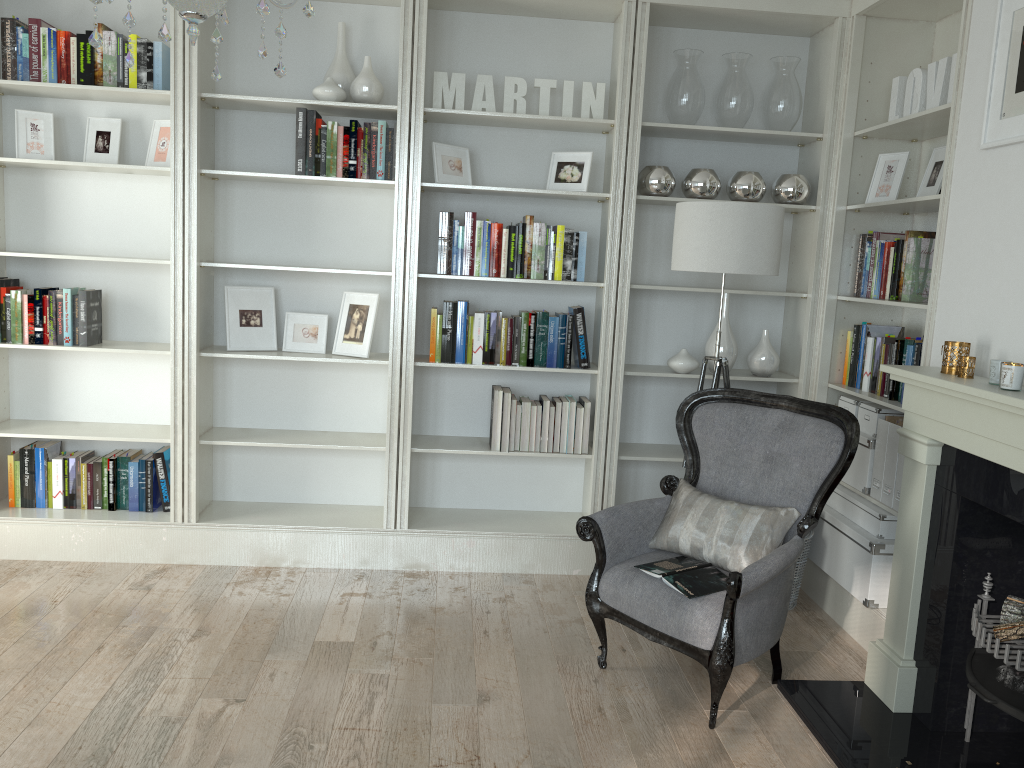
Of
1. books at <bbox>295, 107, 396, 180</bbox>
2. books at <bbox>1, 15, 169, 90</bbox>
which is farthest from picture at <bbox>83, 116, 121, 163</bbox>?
books at <bbox>295, 107, 396, 180</bbox>

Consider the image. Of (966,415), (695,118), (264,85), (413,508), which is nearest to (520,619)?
(413,508)

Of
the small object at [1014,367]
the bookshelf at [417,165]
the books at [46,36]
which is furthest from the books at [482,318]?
the small object at [1014,367]

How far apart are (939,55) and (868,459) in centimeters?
183cm

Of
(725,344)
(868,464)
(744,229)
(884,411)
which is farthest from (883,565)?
(744,229)

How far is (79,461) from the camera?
4.2 meters

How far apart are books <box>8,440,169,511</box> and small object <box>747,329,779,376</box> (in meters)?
2.82

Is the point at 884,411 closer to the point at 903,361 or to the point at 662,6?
the point at 903,361

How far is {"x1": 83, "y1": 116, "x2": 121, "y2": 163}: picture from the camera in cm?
407

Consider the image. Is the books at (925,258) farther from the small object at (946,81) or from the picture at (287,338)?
the picture at (287,338)
